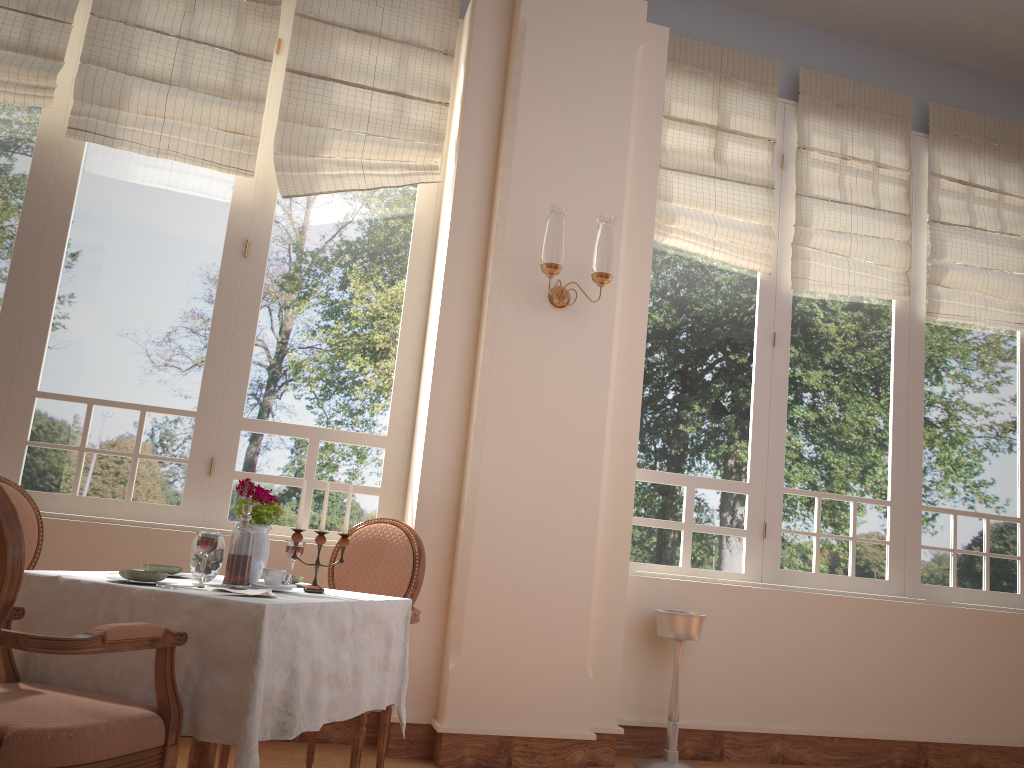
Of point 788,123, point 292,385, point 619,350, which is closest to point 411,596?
point 292,385

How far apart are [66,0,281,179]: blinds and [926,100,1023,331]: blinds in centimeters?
363cm

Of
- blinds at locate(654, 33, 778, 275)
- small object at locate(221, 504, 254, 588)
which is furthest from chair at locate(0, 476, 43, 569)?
blinds at locate(654, 33, 778, 275)

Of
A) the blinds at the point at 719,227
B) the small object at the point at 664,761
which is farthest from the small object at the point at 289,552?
the blinds at the point at 719,227

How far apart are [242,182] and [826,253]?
3.03m

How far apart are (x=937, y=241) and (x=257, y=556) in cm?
415

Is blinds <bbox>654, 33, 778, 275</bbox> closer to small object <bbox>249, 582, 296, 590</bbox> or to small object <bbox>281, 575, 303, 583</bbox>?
small object <bbox>281, 575, 303, 583</bbox>

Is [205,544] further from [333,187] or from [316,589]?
[333,187]

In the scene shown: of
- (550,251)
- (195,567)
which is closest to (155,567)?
(195,567)

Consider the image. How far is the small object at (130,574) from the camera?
2.2 meters
